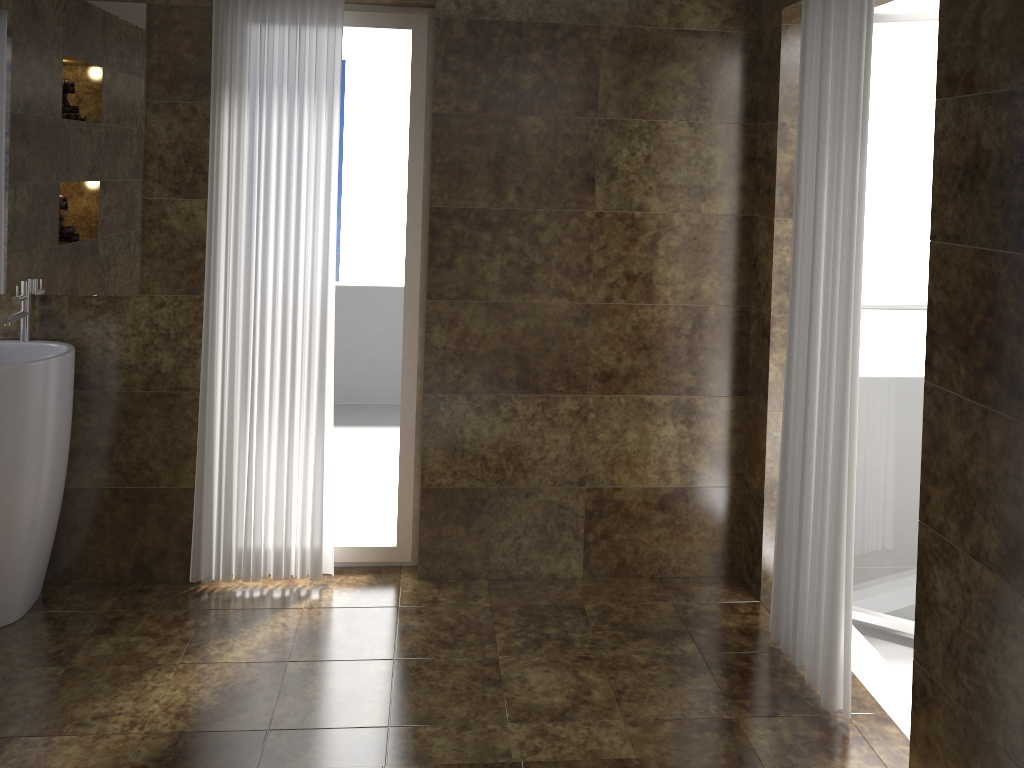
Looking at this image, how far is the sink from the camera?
2.8m

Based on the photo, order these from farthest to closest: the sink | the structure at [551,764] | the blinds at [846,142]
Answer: the sink → the blinds at [846,142] → the structure at [551,764]

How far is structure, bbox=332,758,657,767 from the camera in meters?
2.3

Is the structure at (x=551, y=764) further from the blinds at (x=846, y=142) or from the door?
the door

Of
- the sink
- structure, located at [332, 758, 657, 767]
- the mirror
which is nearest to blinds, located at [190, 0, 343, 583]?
the mirror

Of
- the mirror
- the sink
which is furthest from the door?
the sink

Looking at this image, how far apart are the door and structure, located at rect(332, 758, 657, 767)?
1.4m

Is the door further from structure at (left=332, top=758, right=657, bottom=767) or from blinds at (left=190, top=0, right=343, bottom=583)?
blinds at (left=190, top=0, right=343, bottom=583)

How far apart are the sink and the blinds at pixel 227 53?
0.4m

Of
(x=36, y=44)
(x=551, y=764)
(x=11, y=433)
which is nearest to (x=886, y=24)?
(x=551, y=764)
